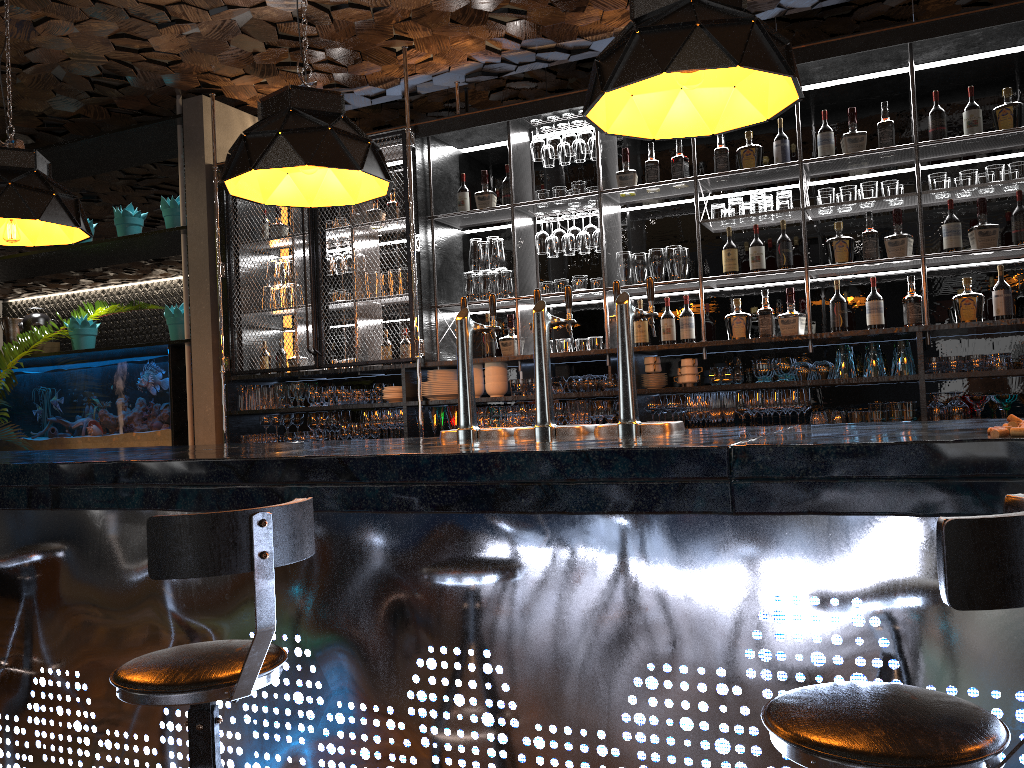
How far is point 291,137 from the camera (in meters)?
2.89

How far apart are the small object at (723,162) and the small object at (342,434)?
2.9 meters

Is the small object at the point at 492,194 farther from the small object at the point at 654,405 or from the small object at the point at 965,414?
the small object at the point at 965,414

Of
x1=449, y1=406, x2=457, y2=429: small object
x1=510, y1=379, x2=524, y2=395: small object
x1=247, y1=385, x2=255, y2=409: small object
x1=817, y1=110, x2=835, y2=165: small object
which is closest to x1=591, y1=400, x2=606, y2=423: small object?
x1=510, y1=379, x2=524, y2=395: small object

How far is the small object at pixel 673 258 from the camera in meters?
5.1

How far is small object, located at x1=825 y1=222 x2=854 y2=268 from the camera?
4.7 meters

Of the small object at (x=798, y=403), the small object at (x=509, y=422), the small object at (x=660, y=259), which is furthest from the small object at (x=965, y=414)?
the small object at (x=509, y=422)

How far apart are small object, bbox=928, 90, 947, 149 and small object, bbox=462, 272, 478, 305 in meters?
2.7 m

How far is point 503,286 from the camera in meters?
5.6 m

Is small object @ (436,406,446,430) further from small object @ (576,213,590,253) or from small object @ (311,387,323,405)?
small object @ (576,213,590,253)
